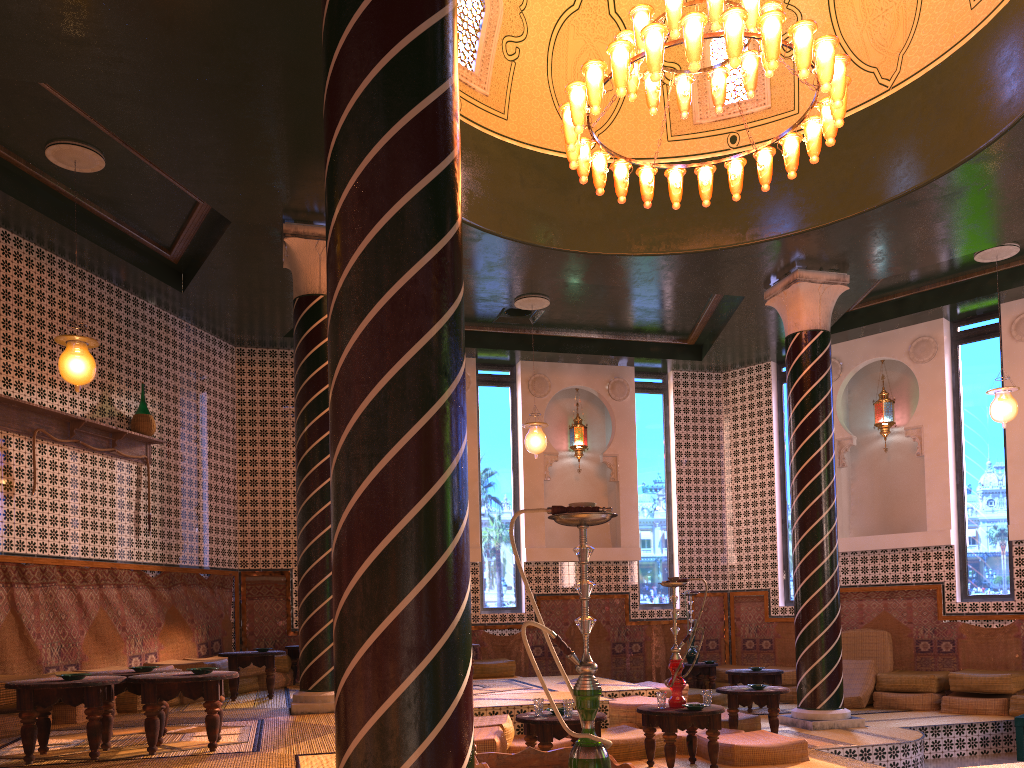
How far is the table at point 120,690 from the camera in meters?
6.9 m

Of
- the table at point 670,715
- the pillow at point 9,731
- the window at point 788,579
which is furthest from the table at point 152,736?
the window at point 788,579

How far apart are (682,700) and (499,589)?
6.76m

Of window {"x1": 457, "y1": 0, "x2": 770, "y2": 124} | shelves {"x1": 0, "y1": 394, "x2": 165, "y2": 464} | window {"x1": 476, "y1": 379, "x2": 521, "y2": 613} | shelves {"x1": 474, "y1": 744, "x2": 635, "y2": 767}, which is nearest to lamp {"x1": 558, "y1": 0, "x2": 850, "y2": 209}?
window {"x1": 457, "y1": 0, "x2": 770, "y2": 124}

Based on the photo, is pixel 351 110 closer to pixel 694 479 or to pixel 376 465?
pixel 376 465

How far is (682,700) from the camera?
7.82m

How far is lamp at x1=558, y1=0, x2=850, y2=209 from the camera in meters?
7.0 m

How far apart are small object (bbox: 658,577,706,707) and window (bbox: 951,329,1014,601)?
6.9 meters

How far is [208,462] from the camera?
12.81m

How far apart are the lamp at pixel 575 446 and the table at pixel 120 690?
9.30m
